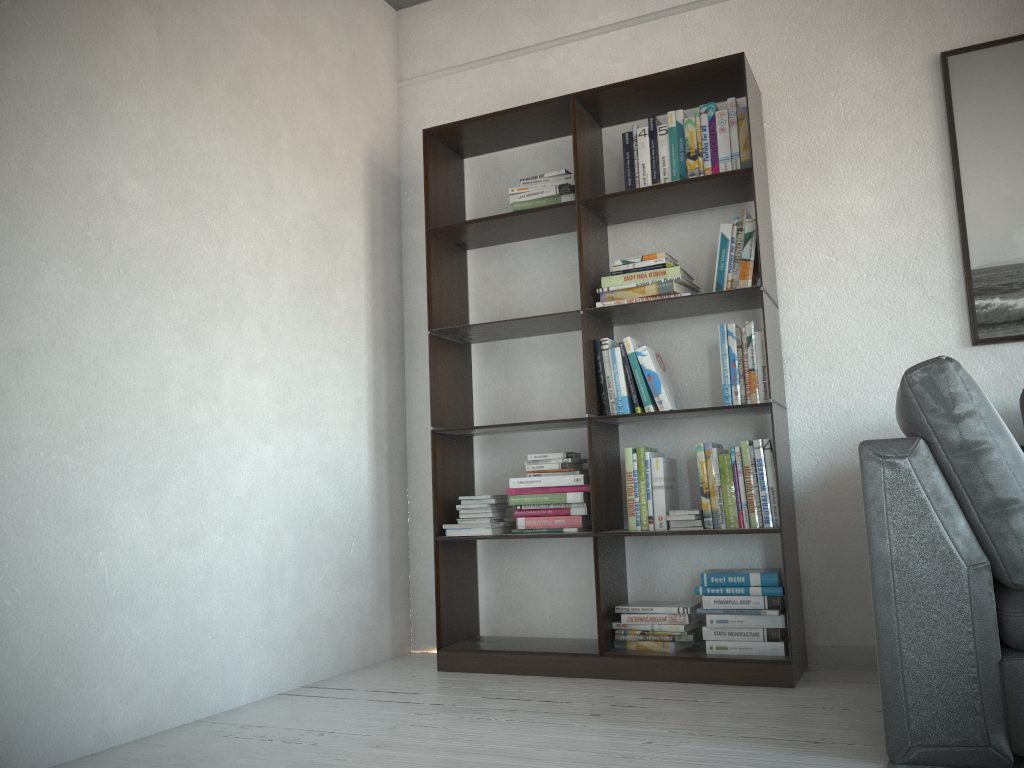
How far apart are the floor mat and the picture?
1.46m

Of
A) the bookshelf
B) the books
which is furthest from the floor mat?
the books

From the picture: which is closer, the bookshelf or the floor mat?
the floor mat

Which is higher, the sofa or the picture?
the picture

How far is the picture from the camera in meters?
2.9

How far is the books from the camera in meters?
2.9 m

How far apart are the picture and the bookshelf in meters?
0.6

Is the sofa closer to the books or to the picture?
the books

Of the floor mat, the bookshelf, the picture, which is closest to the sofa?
the floor mat

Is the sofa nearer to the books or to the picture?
the books
